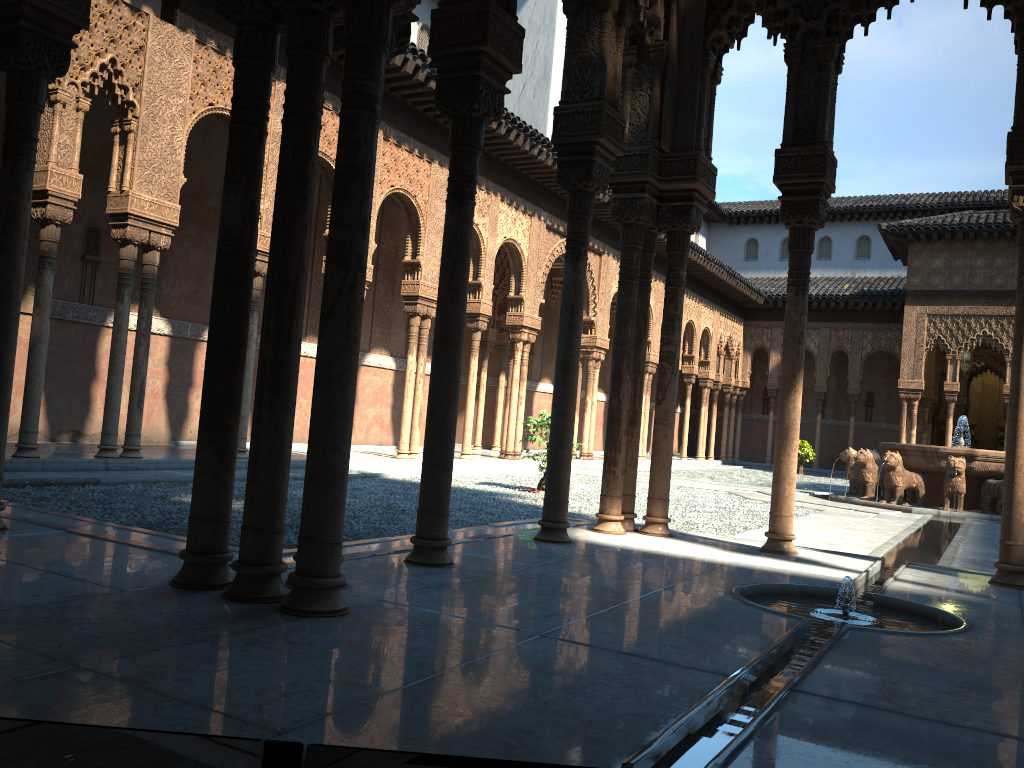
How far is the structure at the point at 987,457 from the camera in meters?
15.8

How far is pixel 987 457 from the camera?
15.82m

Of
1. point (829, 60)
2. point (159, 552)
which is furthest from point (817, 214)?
point (159, 552)

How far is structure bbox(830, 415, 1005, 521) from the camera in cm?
1582
